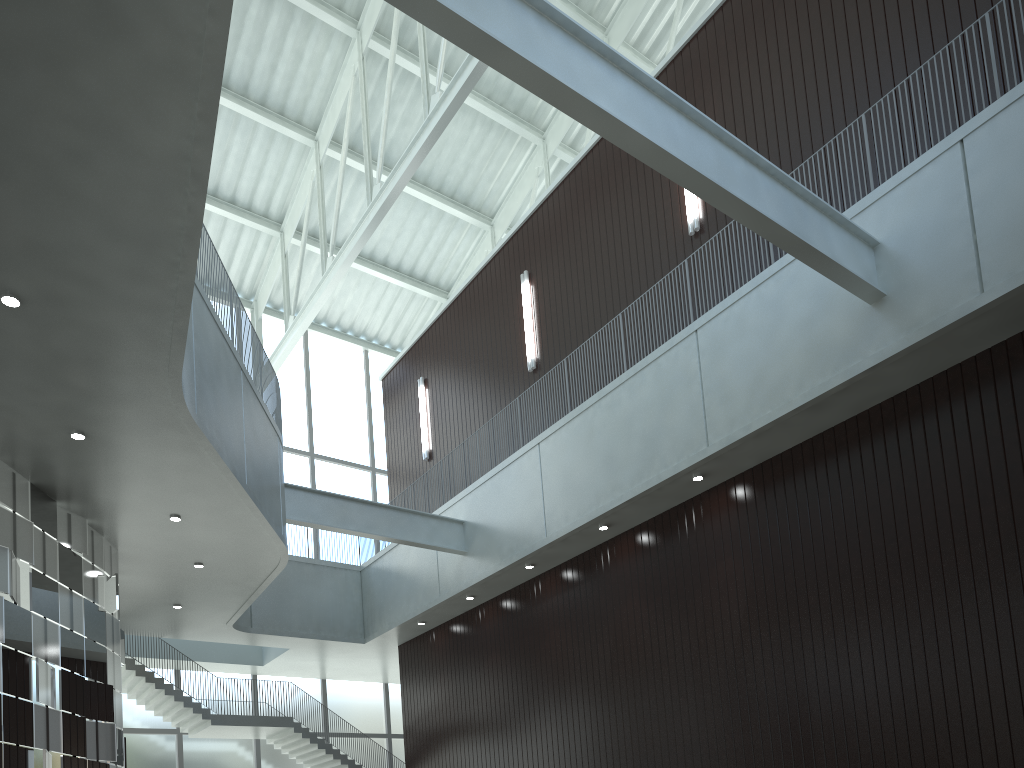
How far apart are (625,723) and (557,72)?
35.9m
